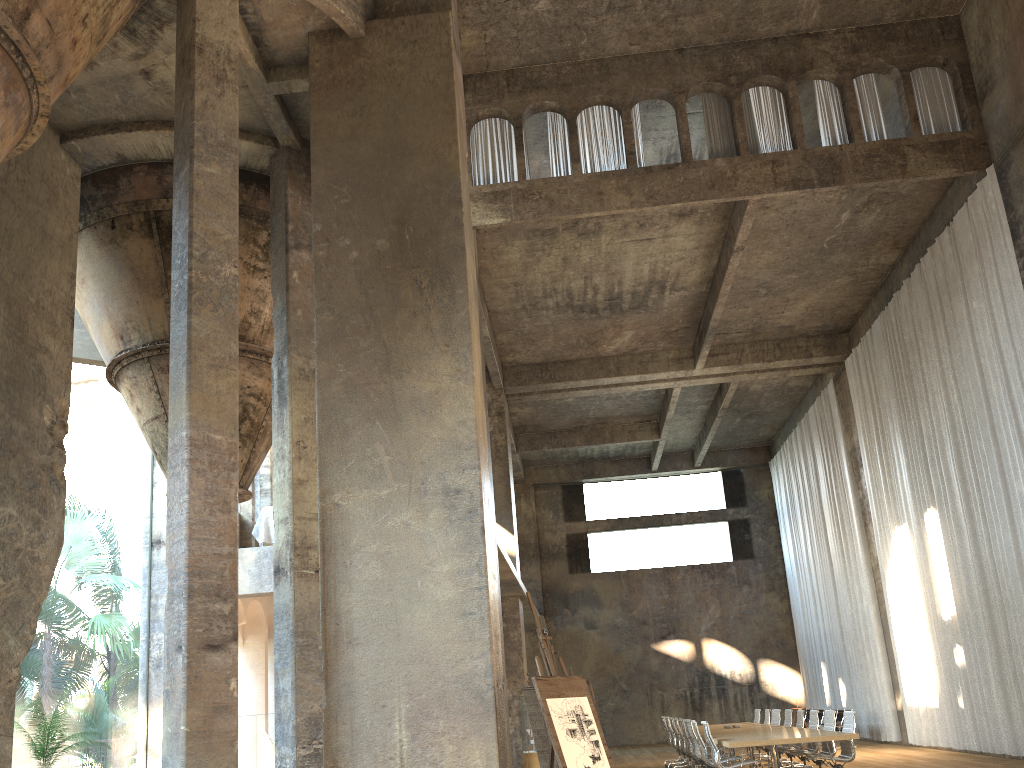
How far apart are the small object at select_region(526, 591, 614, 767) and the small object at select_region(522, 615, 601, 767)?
1.7 meters

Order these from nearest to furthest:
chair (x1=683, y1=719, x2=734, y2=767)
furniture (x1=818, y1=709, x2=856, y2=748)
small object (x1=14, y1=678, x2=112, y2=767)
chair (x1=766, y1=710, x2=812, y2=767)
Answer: small object (x1=14, y1=678, x2=112, y2=767) < chair (x1=683, y1=719, x2=734, y2=767) < chair (x1=766, y1=710, x2=812, y2=767) < furniture (x1=818, y1=709, x2=856, y2=748)

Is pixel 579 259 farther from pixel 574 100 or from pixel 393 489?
pixel 393 489

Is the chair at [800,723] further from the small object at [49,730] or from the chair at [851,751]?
the small object at [49,730]

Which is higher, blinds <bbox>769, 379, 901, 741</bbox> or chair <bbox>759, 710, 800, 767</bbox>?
blinds <bbox>769, 379, 901, 741</bbox>

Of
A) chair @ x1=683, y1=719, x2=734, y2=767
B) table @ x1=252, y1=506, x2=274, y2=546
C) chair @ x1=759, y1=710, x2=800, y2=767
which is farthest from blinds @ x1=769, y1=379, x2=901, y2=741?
table @ x1=252, y1=506, x2=274, y2=546

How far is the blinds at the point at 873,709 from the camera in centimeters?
1993cm

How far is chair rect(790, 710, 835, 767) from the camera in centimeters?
1202cm

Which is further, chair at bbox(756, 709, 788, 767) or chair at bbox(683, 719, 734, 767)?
chair at bbox(756, 709, 788, 767)

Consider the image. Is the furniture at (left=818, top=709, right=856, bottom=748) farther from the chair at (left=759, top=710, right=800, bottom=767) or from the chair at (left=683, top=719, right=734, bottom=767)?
the chair at (left=683, top=719, right=734, bottom=767)
